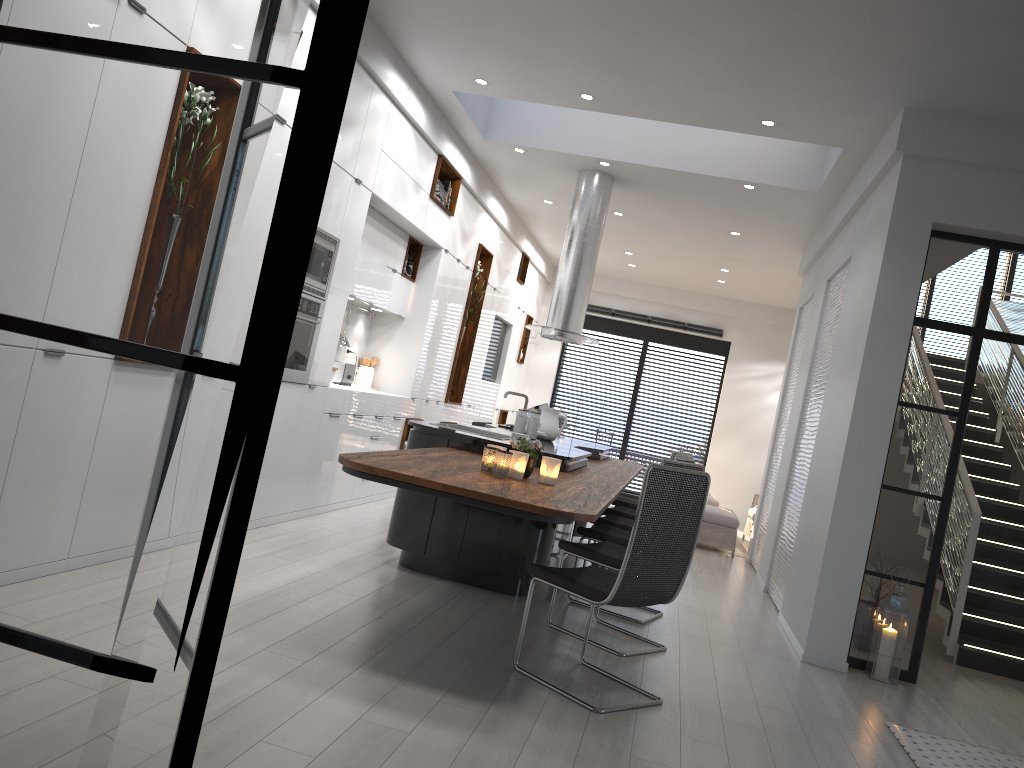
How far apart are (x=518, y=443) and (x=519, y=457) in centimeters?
13cm

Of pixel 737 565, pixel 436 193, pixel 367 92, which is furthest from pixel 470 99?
pixel 737 565

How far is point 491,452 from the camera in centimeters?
408cm

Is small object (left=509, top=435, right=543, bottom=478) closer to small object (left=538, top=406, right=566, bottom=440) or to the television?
small object (left=538, top=406, right=566, bottom=440)

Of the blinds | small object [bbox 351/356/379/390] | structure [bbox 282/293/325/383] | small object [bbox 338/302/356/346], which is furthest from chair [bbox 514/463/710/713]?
the blinds

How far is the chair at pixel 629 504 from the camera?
7.9 meters

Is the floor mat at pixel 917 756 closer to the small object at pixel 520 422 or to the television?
the small object at pixel 520 422

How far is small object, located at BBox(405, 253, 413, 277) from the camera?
8.2m

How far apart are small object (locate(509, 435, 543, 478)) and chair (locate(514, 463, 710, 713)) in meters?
0.5 m

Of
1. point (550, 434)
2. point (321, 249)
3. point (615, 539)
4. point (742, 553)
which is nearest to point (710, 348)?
point (742, 553)
